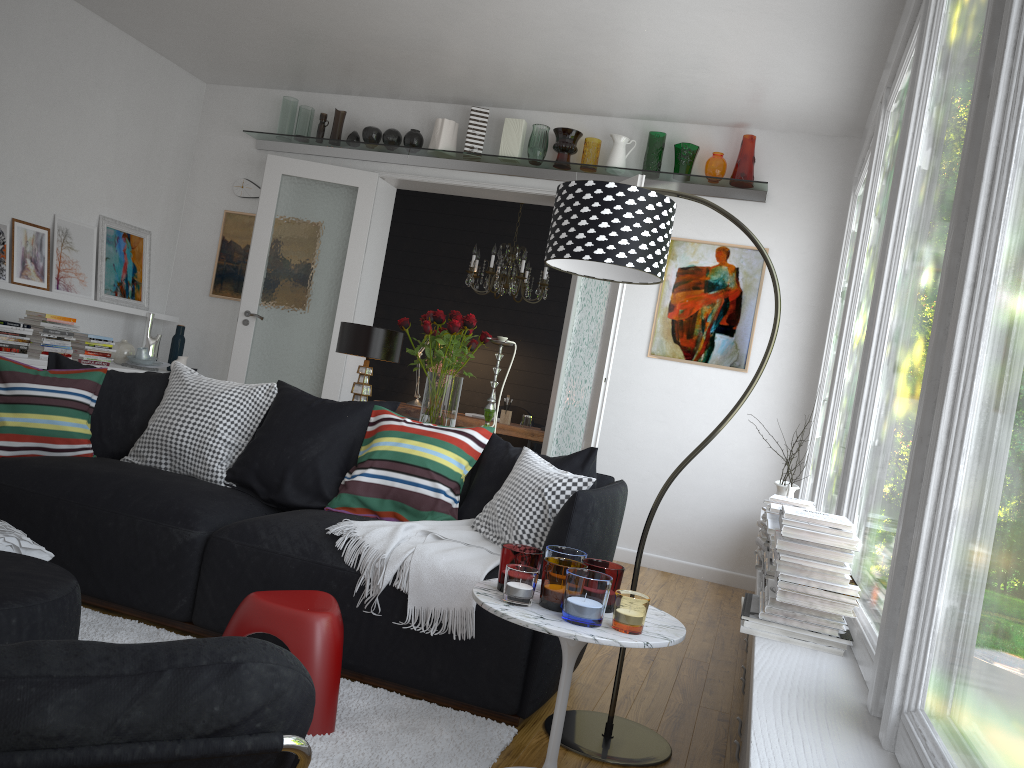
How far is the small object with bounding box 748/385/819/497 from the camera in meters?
4.5 m

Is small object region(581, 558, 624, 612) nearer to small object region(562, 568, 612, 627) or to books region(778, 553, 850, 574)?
small object region(562, 568, 612, 627)

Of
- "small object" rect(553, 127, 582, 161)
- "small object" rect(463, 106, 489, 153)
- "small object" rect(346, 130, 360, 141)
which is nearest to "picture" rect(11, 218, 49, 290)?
"small object" rect(346, 130, 360, 141)

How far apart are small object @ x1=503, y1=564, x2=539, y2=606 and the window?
0.8 meters

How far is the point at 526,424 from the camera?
7.3m

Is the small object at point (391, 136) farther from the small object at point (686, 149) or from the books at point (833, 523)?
the books at point (833, 523)

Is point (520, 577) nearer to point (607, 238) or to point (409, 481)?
point (607, 238)

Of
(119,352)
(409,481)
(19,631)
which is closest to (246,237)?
(119,352)

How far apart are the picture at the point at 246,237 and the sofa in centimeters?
368cm

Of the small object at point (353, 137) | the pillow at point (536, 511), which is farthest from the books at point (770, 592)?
the small object at point (353, 137)
